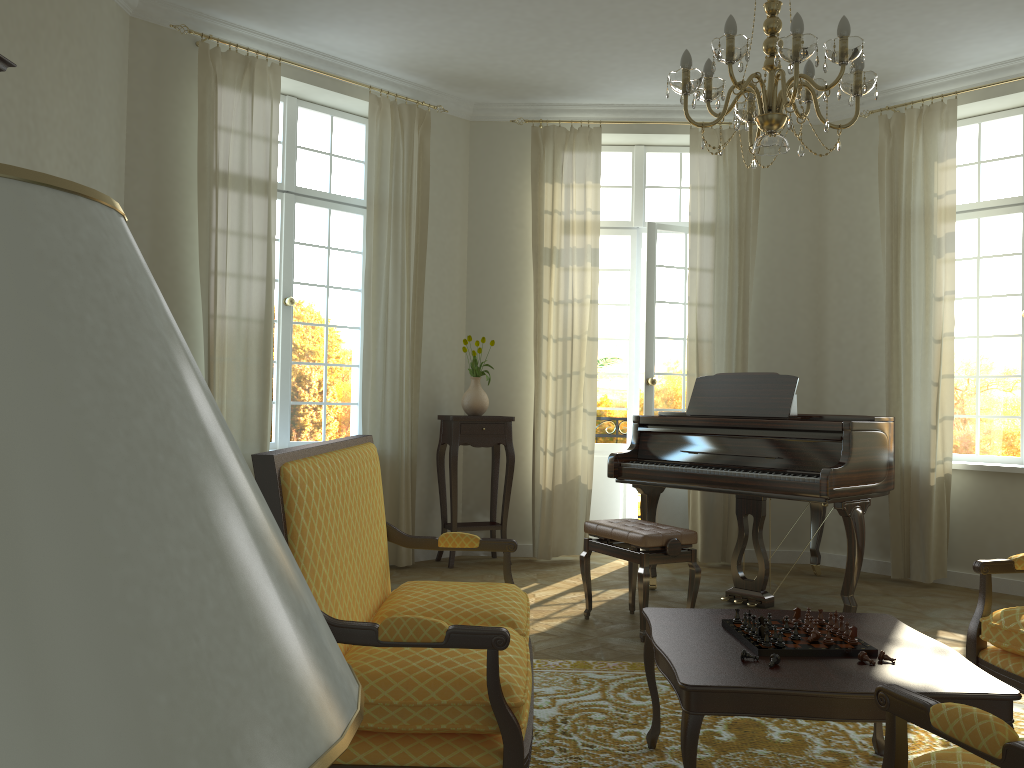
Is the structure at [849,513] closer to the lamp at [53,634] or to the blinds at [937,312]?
the blinds at [937,312]

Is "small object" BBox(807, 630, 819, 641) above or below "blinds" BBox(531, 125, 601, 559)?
below

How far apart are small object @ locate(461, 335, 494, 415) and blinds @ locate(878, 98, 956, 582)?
2.9 meters

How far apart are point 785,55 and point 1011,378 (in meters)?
4.46

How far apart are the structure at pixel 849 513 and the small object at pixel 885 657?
2.14m

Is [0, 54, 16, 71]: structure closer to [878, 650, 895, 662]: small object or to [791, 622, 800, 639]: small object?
[791, 622, 800, 639]: small object

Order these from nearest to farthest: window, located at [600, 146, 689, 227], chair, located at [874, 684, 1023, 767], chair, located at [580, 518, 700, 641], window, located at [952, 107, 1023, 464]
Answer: chair, located at [874, 684, 1023, 767] → chair, located at [580, 518, 700, 641] → window, located at [952, 107, 1023, 464] → window, located at [600, 146, 689, 227]

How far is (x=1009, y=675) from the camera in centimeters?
287cm

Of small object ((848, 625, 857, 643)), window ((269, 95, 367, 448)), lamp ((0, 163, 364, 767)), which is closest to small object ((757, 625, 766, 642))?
small object ((848, 625, 857, 643))

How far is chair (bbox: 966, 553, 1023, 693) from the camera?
2.87m
